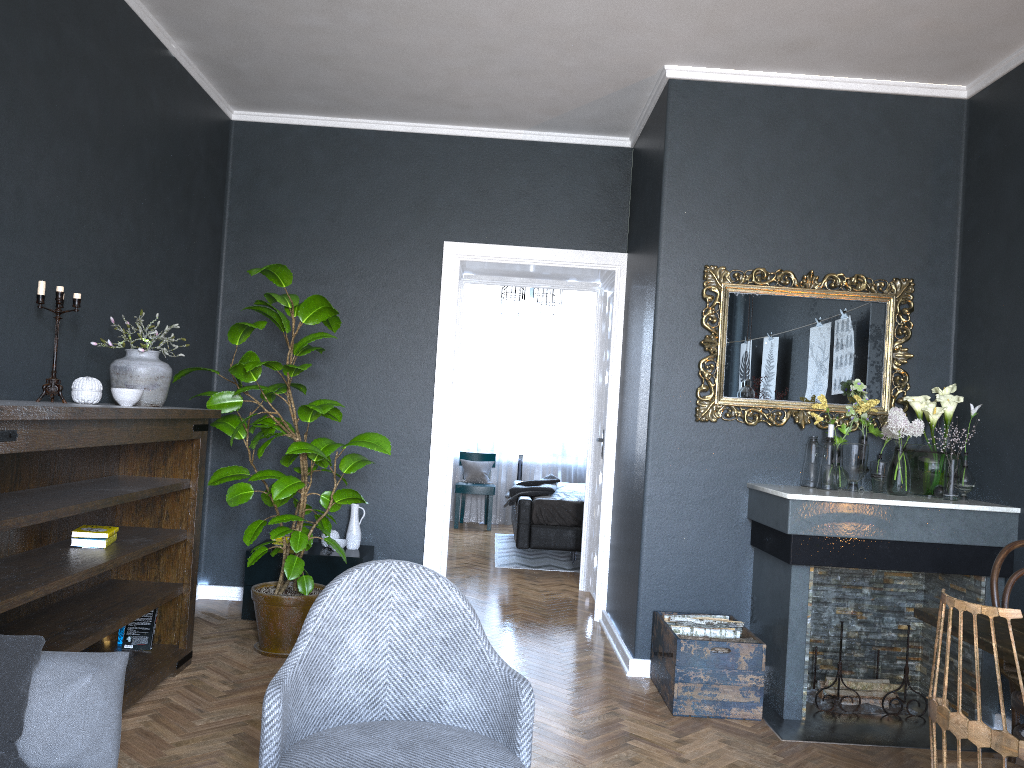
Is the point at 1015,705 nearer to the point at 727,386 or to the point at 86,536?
the point at 727,386

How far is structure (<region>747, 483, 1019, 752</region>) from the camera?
3.8m

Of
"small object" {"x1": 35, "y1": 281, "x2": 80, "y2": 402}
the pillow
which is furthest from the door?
the pillow

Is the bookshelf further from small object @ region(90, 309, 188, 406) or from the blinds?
the blinds

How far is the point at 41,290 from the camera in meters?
3.2

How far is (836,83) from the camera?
4.4 meters

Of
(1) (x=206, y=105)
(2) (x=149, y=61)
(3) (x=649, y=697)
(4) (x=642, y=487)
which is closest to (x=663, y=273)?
(4) (x=642, y=487)

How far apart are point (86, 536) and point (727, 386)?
2.9 meters

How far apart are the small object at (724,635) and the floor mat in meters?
3.2

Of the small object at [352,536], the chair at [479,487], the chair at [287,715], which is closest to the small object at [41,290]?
the chair at [287,715]
